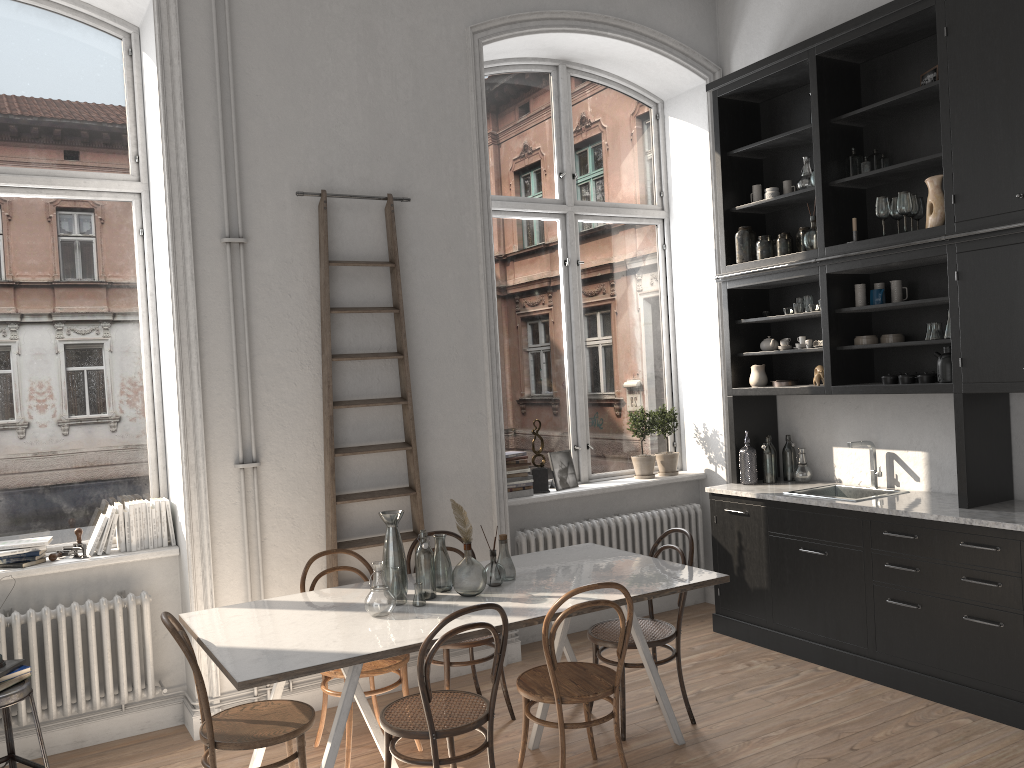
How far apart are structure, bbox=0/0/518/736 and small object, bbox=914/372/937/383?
3.52m

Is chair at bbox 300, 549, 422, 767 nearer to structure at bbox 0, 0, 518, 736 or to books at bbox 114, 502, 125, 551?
structure at bbox 0, 0, 518, 736

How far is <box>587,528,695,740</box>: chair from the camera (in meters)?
4.21

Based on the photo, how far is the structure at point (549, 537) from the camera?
5.64m

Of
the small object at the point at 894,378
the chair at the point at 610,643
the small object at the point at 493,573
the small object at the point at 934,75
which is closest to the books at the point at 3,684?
the small object at the point at 493,573

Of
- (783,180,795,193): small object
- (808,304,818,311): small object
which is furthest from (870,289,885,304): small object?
(783,180,795,193): small object

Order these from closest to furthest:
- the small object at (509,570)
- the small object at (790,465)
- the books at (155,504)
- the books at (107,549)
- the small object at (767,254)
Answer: the small object at (509,570)
the books at (107,549)
the books at (155,504)
the small object at (767,254)
the small object at (790,465)

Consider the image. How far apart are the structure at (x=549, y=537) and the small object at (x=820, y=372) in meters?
1.4

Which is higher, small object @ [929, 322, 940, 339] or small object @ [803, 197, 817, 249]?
small object @ [803, 197, 817, 249]

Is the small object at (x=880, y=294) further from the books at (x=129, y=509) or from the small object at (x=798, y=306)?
the books at (x=129, y=509)
